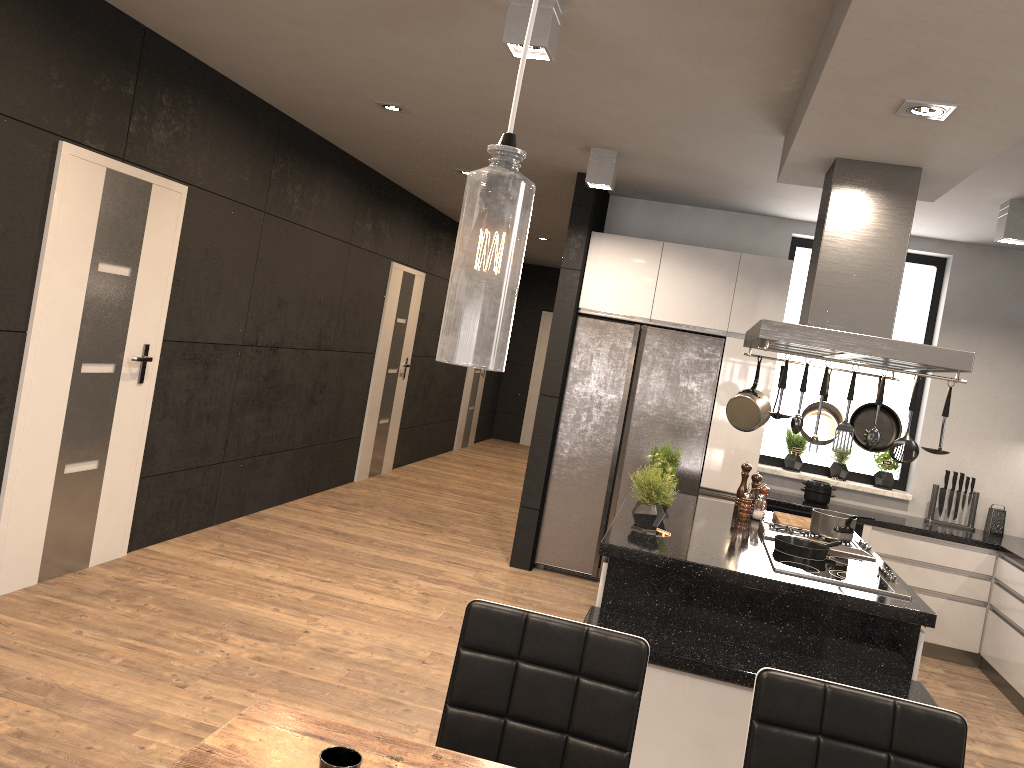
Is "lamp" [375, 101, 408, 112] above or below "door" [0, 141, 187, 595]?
above

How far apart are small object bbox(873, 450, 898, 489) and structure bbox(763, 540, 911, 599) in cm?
258

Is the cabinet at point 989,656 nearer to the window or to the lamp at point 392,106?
the window

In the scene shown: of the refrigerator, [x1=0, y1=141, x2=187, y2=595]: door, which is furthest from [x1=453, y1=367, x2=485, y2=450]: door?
[x1=0, y1=141, x2=187, y2=595]: door

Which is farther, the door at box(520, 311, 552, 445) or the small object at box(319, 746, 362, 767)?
the door at box(520, 311, 552, 445)

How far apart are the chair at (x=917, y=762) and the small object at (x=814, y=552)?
1.91m

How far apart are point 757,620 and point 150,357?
3.3m

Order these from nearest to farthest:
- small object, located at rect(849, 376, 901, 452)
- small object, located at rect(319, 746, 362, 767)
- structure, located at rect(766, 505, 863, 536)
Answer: small object, located at rect(319, 746, 362, 767) → small object, located at rect(849, 376, 901, 452) → structure, located at rect(766, 505, 863, 536)

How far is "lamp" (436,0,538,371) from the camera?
0.96m

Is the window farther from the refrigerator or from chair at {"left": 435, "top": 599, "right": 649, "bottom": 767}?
chair at {"left": 435, "top": 599, "right": 649, "bottom": 767}
